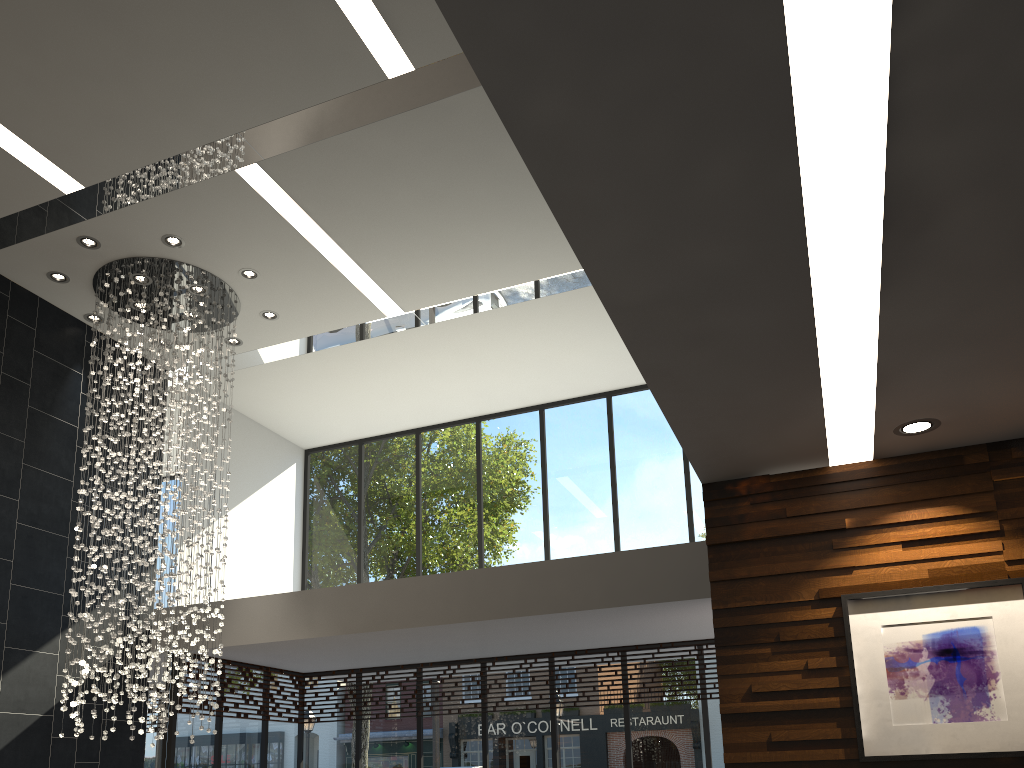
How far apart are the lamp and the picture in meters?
5.2

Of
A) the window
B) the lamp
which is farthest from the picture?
the window

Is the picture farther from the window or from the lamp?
the window

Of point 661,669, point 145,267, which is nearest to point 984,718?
point 661,669

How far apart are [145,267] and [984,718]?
7.3m

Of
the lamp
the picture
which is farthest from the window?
the picture

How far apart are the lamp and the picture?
5.16m

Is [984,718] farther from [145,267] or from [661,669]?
[145,267]

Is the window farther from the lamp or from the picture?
the picture

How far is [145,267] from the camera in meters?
8.0
